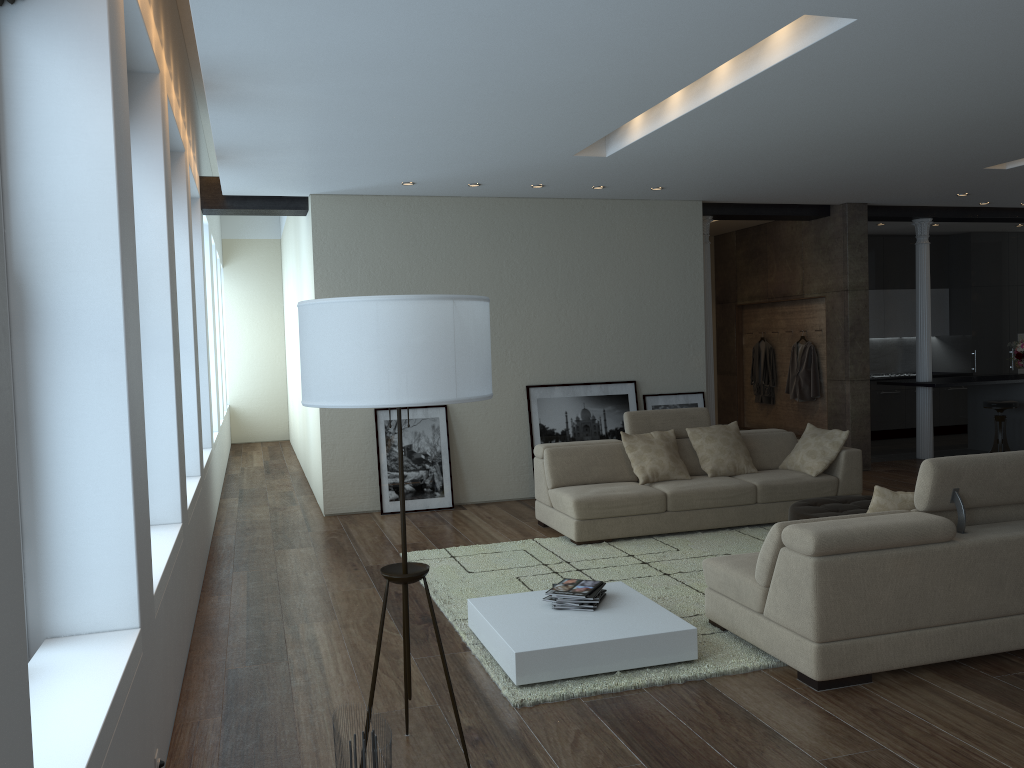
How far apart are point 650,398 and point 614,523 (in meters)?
2.68

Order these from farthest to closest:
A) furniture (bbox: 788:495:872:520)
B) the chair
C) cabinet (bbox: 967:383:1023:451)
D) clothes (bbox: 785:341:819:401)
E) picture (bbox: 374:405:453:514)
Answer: cabinet (bbox: 967:383:1023:451) → clothes (bbox: 785:341:819:401) → the chair → picture (bbox: 374:405:453:514) → furniture (bbox: 788:495:872:520)

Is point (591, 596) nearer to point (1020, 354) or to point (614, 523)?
point (614, 523)

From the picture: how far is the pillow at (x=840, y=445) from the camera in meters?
7.3

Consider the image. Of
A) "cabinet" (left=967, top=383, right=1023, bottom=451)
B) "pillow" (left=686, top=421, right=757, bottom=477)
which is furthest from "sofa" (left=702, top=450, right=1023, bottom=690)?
"cabinet" (left=967, top=383, right=1023, bottom=451)

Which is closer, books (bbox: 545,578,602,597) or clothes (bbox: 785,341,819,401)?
books (bbox: 545,578,602,597)

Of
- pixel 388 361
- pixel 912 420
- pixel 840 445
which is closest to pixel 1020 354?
pixel 912 420

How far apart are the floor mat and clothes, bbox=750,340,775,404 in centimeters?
459cm

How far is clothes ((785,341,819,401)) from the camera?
10.53m

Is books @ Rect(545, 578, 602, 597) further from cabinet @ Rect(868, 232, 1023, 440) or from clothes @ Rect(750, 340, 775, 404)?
cabinet @ Rect(868, 232, 1023, 440)
